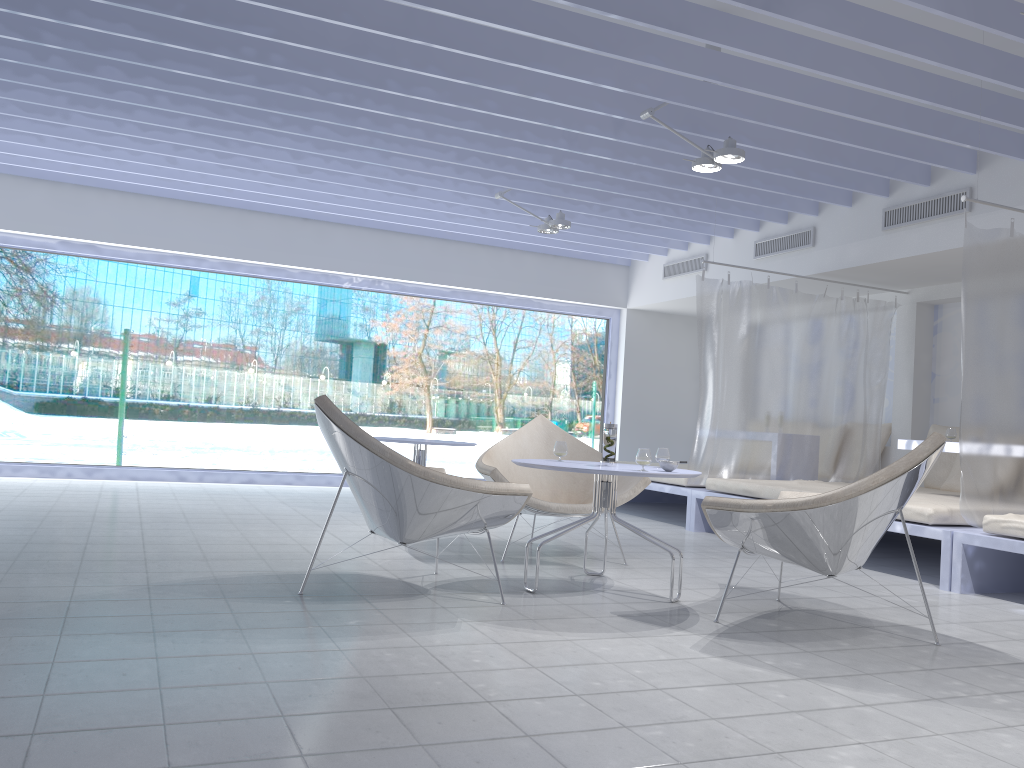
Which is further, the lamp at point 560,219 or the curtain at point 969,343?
the lamp at point 560,219

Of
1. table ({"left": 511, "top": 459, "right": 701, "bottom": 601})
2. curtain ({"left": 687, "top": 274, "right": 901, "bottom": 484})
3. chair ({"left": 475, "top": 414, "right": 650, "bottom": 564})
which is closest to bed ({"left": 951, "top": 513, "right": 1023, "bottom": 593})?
chair ({"left": 475, "top": 414, "right": 650, "bottom": 564})

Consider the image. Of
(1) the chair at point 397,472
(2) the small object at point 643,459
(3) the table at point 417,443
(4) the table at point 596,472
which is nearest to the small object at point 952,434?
(4) the table at point 596,472

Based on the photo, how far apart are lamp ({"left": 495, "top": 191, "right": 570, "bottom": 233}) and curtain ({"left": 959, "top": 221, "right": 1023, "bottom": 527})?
3.03m

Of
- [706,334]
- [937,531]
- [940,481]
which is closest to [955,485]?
[940,481]

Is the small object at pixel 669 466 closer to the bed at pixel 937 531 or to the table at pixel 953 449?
the bed at pixel 937 531

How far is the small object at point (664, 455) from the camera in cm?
402

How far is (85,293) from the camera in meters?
9.0 m

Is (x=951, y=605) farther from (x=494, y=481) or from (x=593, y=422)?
(x=593, y=422)

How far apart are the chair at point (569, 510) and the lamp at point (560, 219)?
2.2 meters
